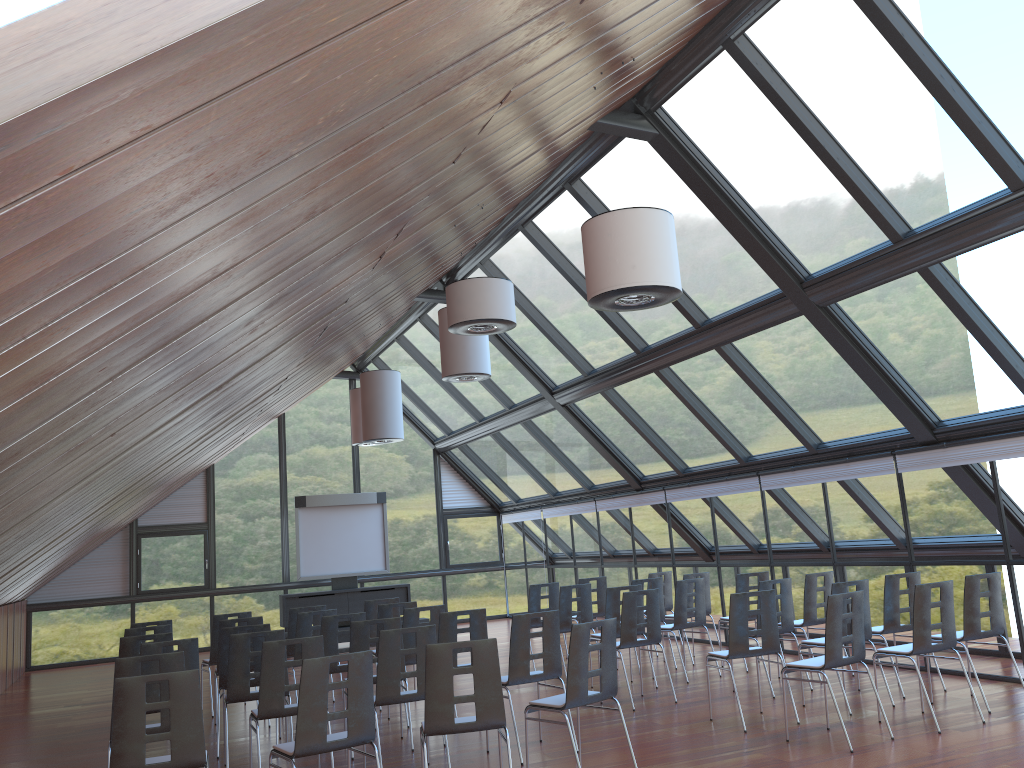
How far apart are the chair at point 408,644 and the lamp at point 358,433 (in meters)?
8.65

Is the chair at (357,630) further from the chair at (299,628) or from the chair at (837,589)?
the chair at (837,589)

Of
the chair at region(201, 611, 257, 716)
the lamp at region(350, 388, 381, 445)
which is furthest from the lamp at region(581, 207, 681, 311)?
the lamp at region(350, 388, 381, 445)

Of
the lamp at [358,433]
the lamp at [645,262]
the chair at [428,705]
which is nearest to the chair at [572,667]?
the chair at [428,705]

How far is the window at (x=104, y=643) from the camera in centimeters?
1812cm

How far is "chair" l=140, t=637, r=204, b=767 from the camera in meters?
7.5

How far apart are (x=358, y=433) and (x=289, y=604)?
3.6 meters

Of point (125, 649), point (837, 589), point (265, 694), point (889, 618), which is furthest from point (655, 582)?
point (125, 649)

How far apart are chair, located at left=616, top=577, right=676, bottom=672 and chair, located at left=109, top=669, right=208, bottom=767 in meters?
7.5

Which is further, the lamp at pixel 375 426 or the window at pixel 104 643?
the window at pixel 104 643
